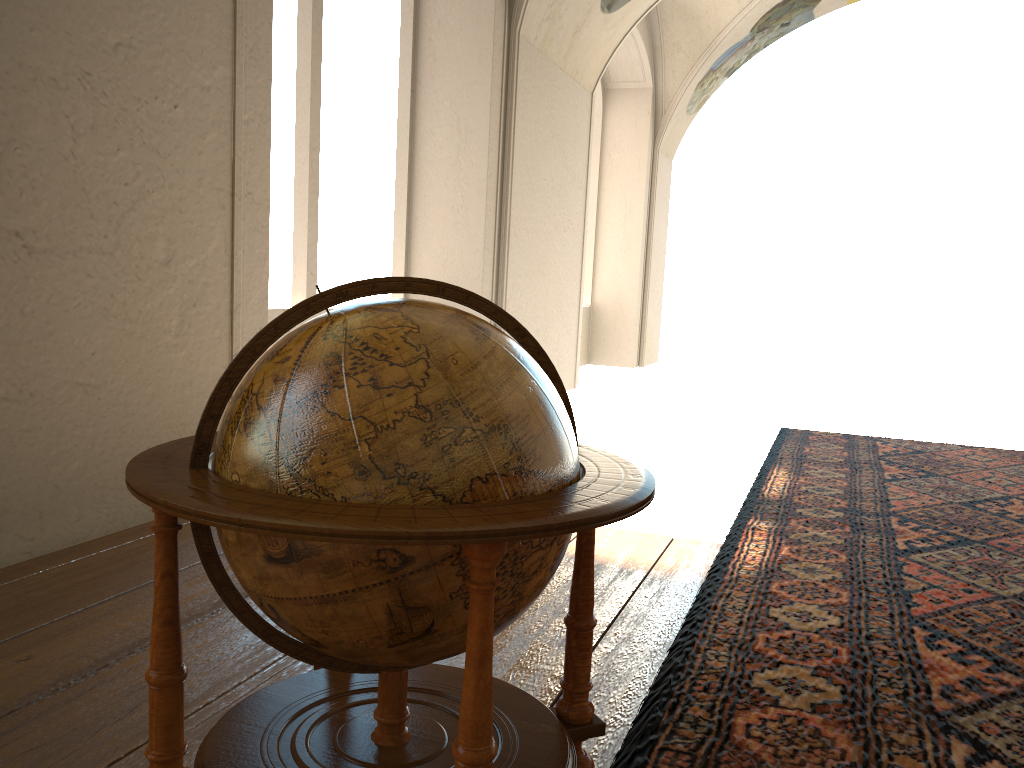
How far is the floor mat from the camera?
2.87m

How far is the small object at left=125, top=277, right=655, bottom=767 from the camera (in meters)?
1.76

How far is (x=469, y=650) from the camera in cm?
176

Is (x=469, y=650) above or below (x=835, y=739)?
above

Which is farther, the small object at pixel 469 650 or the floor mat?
the floor mat

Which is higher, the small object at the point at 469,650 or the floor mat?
the small object at the point at 469,650

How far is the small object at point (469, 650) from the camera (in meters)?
1.76

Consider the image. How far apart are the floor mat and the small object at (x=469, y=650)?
0.1 meters

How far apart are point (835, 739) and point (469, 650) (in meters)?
1.70

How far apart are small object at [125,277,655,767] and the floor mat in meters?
0.1 m
